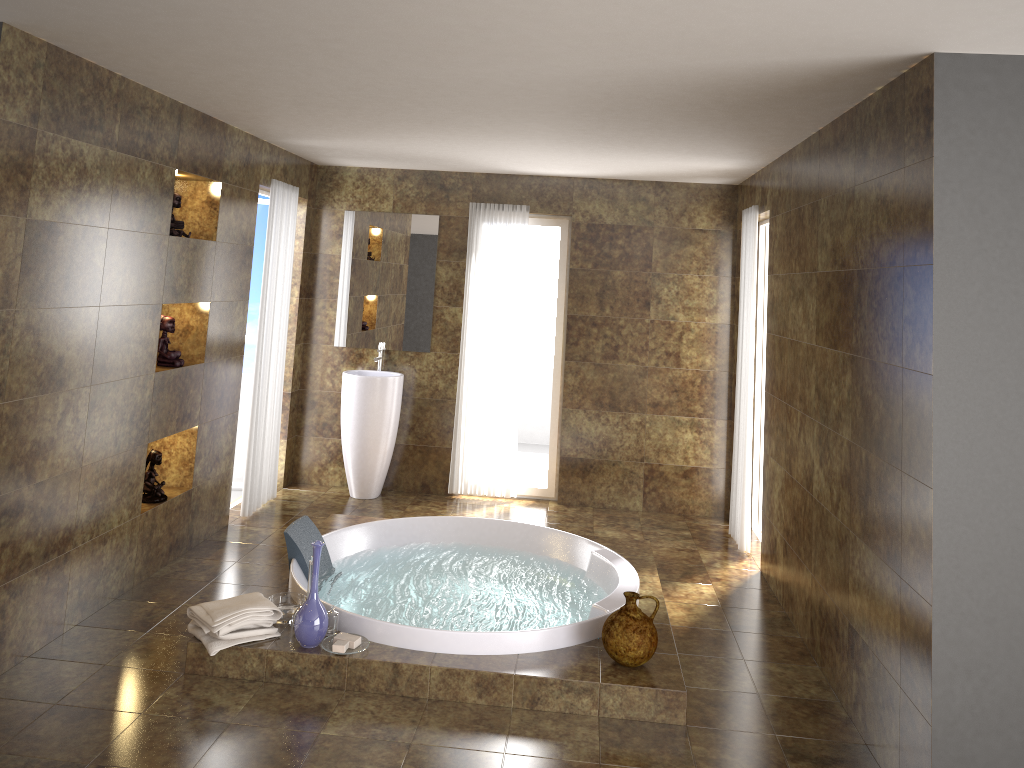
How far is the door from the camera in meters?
6.6

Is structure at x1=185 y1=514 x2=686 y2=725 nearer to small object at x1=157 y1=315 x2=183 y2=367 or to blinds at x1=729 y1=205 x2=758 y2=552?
blinds at x1=729 y1=205 x2=758 y2=552

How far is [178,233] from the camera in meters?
4.7 m

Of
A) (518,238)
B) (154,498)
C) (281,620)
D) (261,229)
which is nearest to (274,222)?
(261,229)

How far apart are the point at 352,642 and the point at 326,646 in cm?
11

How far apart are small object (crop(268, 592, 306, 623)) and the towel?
0.08m

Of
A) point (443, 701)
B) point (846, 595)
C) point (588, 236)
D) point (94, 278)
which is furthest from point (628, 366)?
point (94, 278)

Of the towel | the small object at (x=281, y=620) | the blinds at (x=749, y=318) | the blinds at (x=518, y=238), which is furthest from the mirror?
the towel

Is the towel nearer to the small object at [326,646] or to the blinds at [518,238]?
the small object at [326,646]

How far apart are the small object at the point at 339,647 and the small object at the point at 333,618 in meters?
0.2
